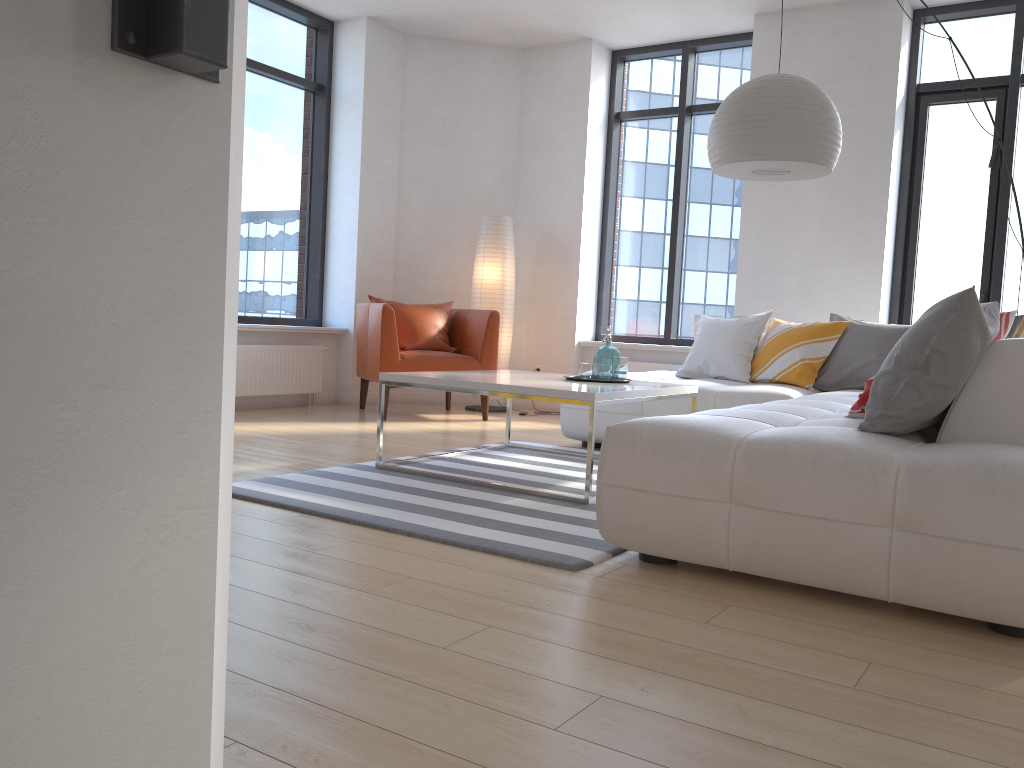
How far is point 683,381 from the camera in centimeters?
491cm

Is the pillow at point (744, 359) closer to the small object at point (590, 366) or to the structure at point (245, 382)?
A: the small object at point (590, 366)

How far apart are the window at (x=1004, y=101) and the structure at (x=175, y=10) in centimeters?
608cm

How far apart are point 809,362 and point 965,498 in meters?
3.0 m

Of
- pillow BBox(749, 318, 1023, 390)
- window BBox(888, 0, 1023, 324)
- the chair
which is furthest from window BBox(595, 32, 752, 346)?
pillow BBox(749, 318, 1023, 390)

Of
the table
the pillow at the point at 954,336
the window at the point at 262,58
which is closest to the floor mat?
the table

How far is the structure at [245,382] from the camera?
6.1 meters

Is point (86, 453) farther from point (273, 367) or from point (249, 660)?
point (273, 367)

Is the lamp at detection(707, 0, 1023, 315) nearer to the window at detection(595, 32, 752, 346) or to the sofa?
the sofa

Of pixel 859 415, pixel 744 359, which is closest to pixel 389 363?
pixel 744 359
